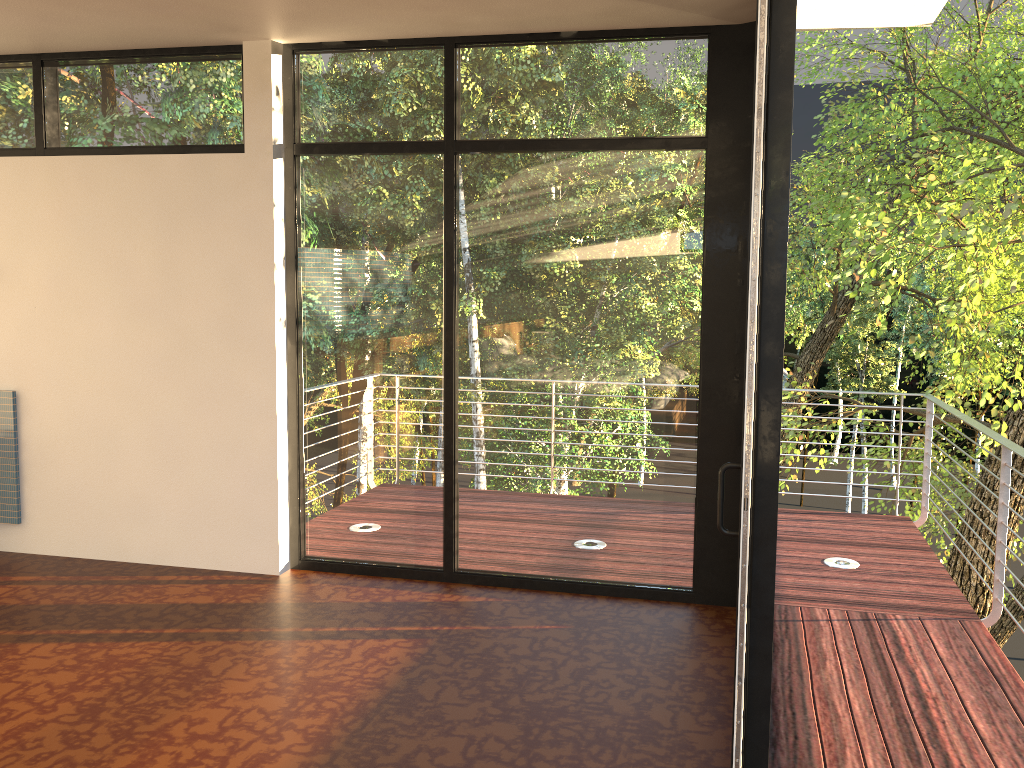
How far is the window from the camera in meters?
3.7 m

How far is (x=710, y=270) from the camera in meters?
3.7 m

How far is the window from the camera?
3.73m

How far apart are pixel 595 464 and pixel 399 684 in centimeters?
133cm
